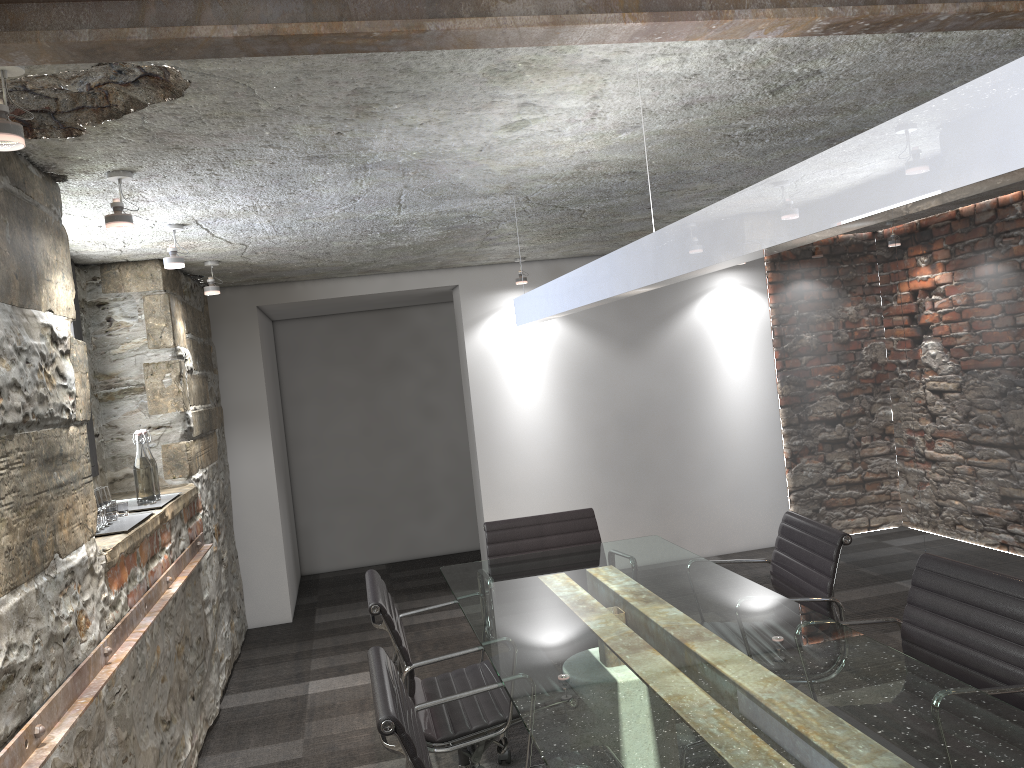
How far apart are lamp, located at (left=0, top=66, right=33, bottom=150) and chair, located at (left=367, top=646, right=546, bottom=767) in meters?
1.3 m

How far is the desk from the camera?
1.66m

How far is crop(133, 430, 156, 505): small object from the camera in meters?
3.5 m

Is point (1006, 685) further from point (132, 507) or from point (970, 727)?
point (132, 507)

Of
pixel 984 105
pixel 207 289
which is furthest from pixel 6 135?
pixel 207 289

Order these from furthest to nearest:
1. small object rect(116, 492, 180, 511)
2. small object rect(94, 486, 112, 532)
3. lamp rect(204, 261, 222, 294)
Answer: lamp rect(204, 261, 222, 294) → small object rect(116, 492, 180, 511) → small object rect(94, 486, 112, 532)

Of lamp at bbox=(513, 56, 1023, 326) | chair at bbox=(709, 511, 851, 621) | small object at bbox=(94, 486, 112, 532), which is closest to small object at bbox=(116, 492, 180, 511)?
small object at bbox=(94, 486, 112, 532)

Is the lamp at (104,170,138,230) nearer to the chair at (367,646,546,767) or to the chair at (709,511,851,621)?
the chair at (367,646,546,767)

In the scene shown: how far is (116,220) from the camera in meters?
2.5 m

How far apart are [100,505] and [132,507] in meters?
0.6 m
